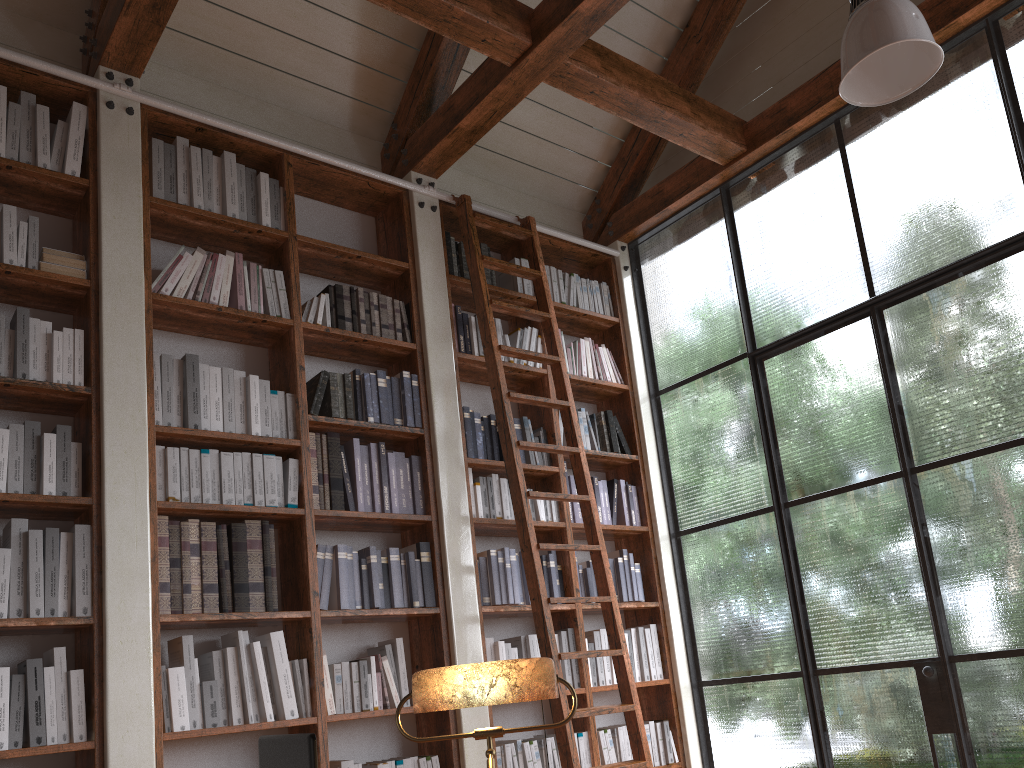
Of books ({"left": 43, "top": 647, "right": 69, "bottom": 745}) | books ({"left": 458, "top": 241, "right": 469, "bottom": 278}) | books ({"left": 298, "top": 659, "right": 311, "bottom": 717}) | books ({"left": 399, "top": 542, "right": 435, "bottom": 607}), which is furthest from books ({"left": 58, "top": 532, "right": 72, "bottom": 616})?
books ({"left": 458, "top": 241, "right": 469, "bottom": 278})

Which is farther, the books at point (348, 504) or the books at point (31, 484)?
the books at point (348, 504)

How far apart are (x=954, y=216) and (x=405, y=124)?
2.8 meters

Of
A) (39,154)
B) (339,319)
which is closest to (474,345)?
(339,319)

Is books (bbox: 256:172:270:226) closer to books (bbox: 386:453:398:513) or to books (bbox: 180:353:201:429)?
books (bbox: 180:353:201:429)

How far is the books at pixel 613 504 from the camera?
5.0m

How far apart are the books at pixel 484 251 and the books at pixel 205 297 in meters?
1.6

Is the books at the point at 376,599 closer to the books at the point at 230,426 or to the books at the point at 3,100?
the books at the point at 230,426

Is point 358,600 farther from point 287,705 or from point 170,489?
point 170,489

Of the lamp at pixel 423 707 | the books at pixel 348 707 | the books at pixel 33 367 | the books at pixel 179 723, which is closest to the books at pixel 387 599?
the books at pixel 348 707
